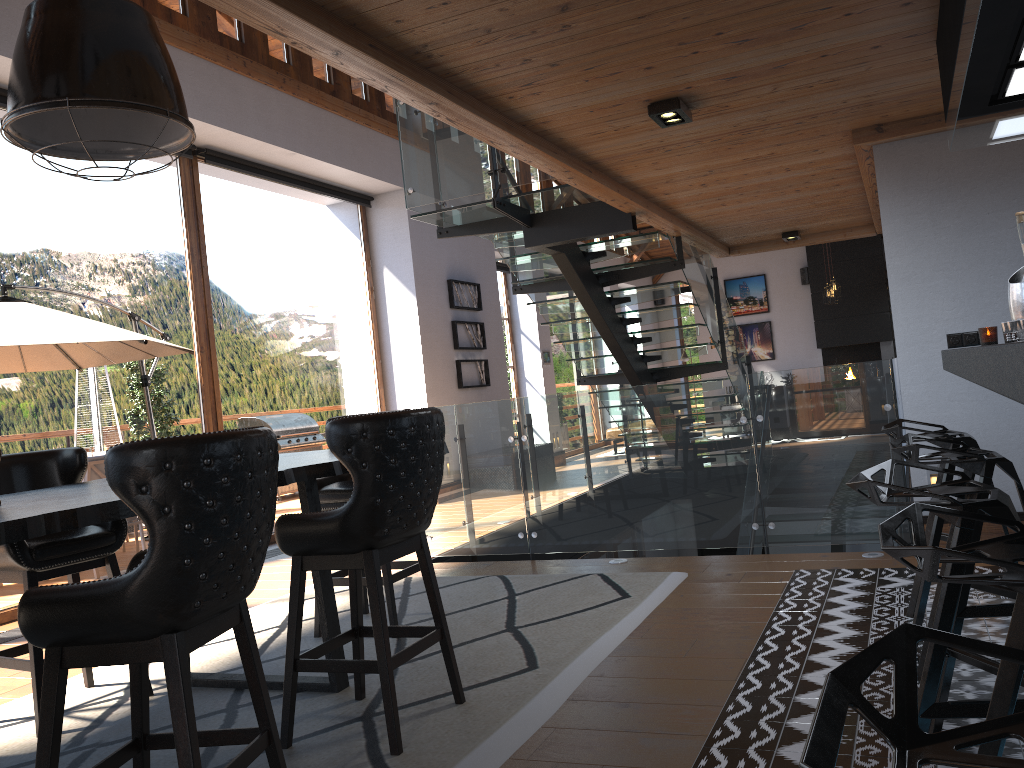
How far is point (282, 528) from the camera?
2.9m

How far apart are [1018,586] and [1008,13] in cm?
200

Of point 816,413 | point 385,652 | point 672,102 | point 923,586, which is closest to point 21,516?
point 385,652

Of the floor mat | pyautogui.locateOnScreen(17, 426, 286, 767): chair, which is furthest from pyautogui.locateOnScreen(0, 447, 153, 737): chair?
pyautogui.locateOnScreen(17, 426, 286, 767): chair

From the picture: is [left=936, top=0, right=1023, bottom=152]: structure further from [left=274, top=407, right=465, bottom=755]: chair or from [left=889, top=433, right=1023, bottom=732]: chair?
[left=274, top=407, right=465, bottom=755]: chair

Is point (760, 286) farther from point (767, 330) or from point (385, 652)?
point (385, 652)

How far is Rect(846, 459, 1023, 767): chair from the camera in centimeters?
184cm

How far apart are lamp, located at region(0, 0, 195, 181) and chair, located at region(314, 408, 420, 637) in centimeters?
177cm

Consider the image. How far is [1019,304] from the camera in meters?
3.0

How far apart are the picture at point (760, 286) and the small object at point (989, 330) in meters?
14.9 m
